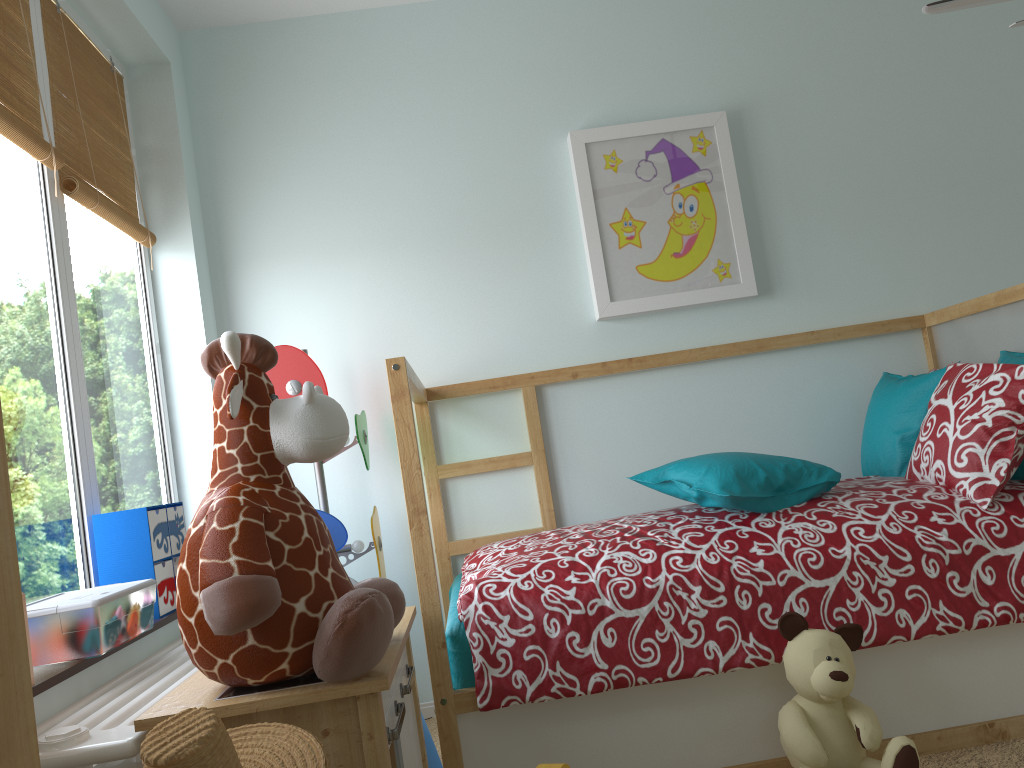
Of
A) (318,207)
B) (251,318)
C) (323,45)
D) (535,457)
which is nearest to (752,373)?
(535,457)

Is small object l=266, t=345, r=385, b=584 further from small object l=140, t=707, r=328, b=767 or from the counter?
small object l=140, t=707, r=328, b=767

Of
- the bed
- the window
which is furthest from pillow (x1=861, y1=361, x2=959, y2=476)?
the window

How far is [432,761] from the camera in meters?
1.9 m

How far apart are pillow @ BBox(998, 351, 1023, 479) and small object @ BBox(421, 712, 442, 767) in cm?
148

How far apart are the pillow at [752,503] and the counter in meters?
0.7

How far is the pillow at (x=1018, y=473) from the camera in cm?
208

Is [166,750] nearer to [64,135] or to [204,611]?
[204,611]

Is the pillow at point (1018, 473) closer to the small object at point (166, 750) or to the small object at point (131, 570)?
the small object at point (166, 750)

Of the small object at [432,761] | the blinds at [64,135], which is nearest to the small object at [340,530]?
the blinds at [64,135]
